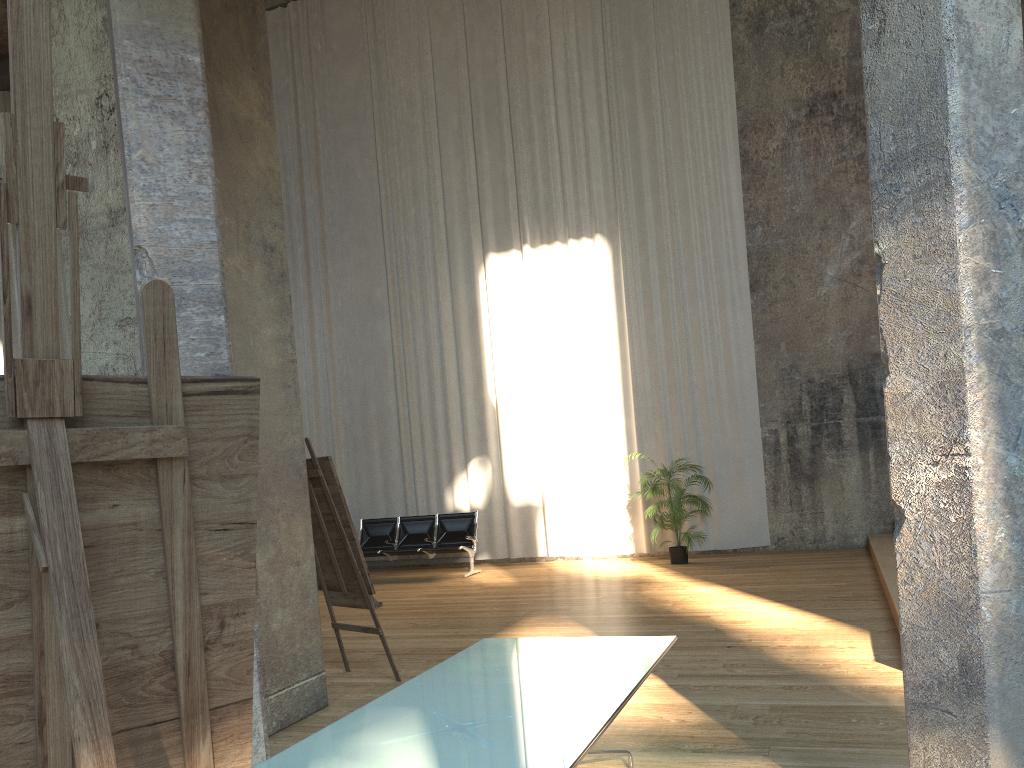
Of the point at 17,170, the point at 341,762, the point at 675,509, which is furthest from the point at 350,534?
the point at 675,509

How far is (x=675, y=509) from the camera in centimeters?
1061cm

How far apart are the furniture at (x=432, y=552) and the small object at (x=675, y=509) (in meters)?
2.42

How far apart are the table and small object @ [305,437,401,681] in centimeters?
175cm

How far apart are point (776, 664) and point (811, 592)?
2.8 meters

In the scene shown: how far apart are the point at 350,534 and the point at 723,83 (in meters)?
8.81

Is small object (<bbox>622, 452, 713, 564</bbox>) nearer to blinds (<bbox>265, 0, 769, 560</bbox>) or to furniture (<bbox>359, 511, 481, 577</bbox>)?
blinds (<bbox>265, 0, 769, 560</bbox>)

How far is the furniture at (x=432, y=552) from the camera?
11.68m

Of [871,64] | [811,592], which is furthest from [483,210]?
[871,64]

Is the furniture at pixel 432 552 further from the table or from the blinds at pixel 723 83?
the table
